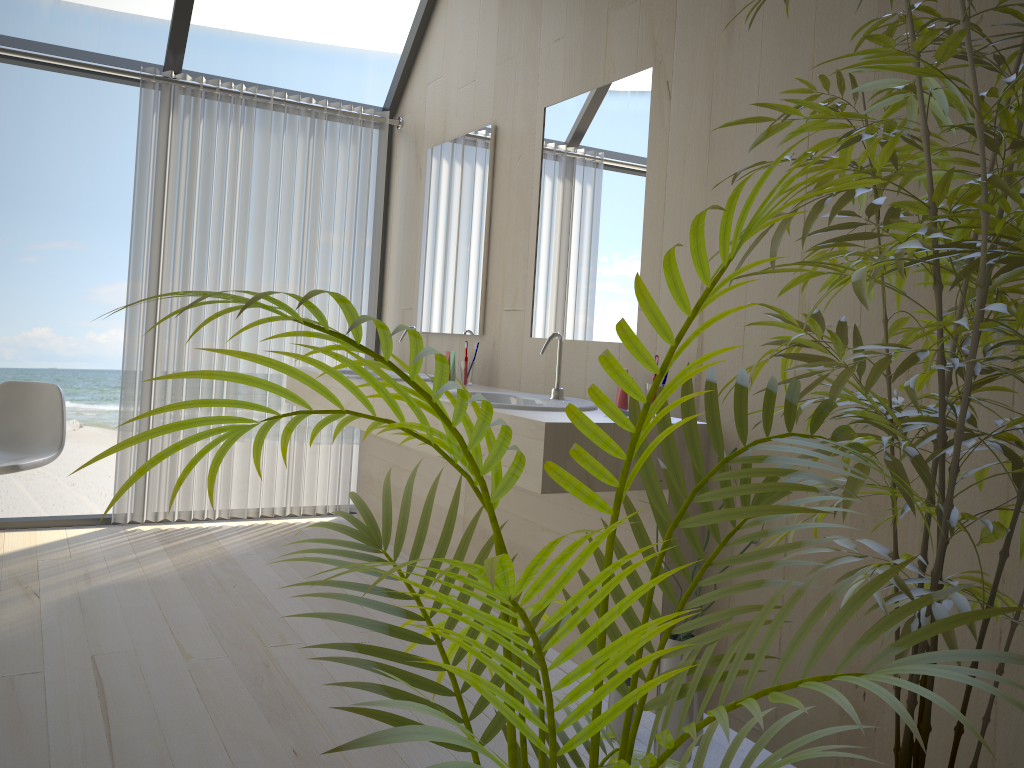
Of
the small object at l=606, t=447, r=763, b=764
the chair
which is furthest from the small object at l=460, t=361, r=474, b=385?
the chair

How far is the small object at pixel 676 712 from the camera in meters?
2.1

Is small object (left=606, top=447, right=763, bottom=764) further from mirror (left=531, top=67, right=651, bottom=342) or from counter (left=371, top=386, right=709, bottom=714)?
mirror (left=531, top=67, right=651, bottom=342)

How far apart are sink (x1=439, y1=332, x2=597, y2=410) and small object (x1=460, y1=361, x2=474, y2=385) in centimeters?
55cm

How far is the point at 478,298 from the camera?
3.6m

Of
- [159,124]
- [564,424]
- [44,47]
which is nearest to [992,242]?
[564,424]

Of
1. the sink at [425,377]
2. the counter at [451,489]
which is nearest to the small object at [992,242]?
the counter at [451,489]

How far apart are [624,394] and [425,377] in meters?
1.4

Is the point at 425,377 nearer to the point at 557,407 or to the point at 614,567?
the point at 557,407

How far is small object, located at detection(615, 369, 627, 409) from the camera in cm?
254
